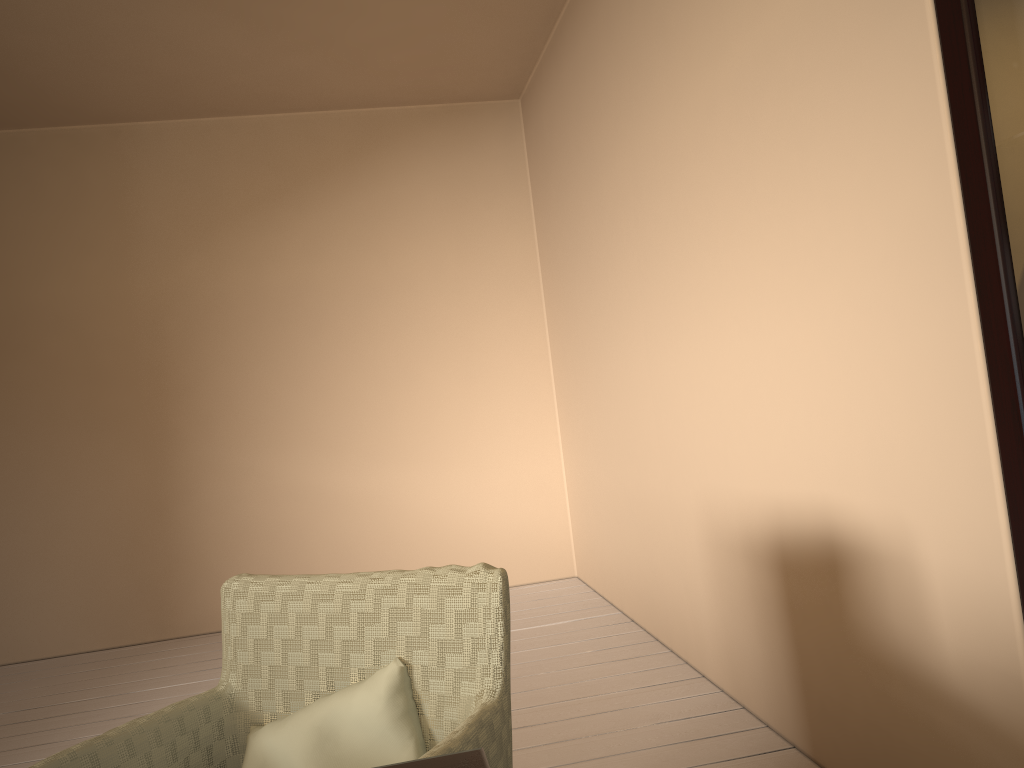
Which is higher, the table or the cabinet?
the cabinet

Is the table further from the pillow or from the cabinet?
the cabinet

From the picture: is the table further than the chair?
No

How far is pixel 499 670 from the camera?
1.3m

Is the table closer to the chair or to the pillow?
the chair

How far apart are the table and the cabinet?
1.01m

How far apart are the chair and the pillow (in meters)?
0.01

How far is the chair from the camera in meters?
1.3 m

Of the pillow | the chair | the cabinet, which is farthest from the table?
the cabinet

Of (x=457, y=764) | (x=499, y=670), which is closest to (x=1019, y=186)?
(x=499, y=670)
